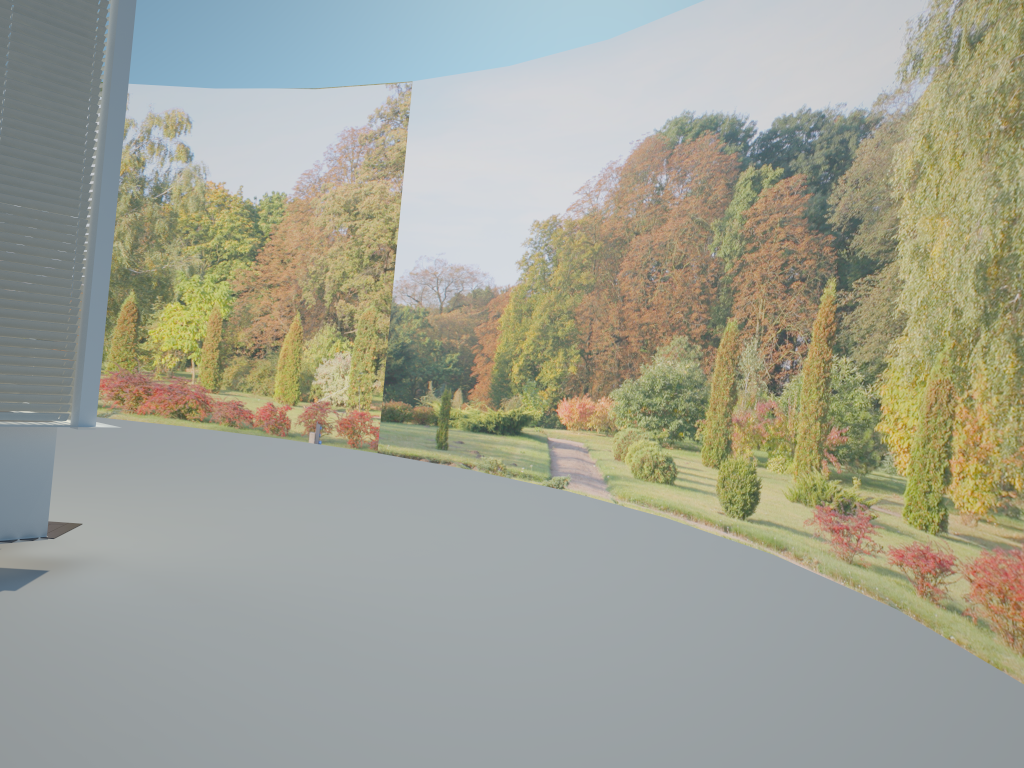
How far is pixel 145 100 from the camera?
18.1 meters

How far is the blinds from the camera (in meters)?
5.63

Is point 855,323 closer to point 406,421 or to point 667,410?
point 667,410

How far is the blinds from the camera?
5.6 meters

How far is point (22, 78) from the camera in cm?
563
